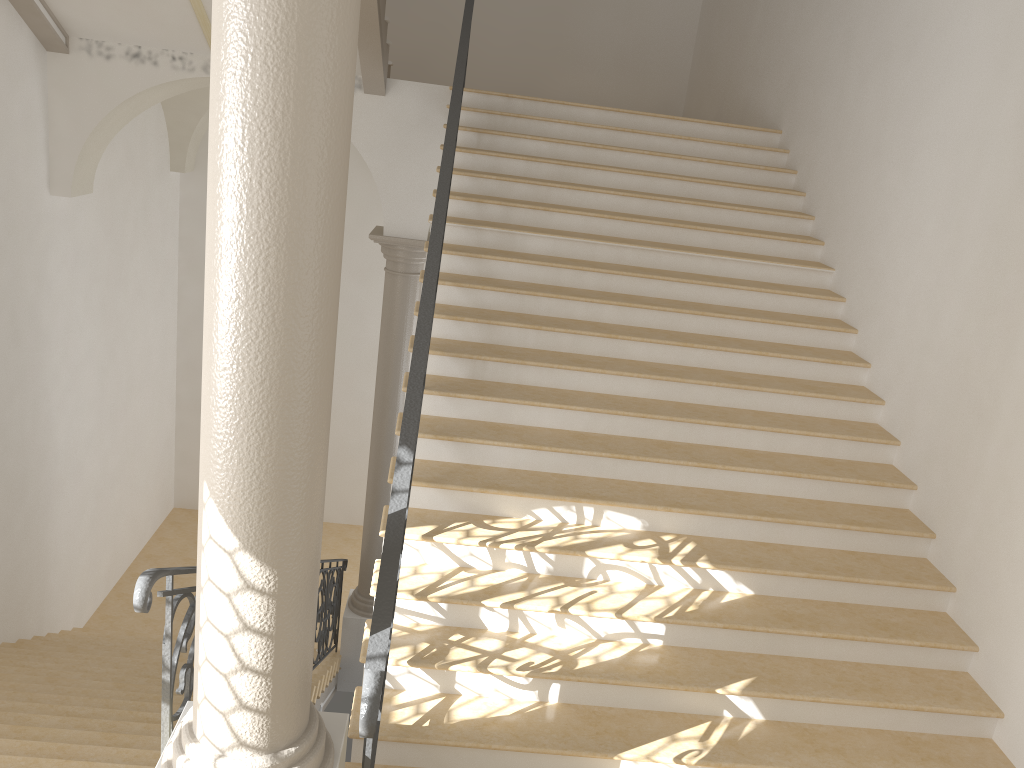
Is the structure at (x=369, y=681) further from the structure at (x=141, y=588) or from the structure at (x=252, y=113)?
the structure at (x=141, y=588)

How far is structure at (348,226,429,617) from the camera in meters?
8.7

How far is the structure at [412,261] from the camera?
8.7 meters

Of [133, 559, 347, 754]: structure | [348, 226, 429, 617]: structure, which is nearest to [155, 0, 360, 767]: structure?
[133, 559, 347, 754]: structure

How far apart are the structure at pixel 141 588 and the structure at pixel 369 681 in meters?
0.7

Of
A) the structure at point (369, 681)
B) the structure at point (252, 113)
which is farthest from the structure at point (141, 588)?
the structure at point (369, 681)

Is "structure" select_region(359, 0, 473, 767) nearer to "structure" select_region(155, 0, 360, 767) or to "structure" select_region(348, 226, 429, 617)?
"structure" select_region(155, 0, 360, 767)

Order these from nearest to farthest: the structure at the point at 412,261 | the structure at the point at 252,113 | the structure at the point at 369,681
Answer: the structure at the point at 252,113
the structure at the point at 369,681
the structure at the point at 412,261

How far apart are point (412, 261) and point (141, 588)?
6.1 meters

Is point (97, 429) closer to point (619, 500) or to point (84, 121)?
point (84, 121)
